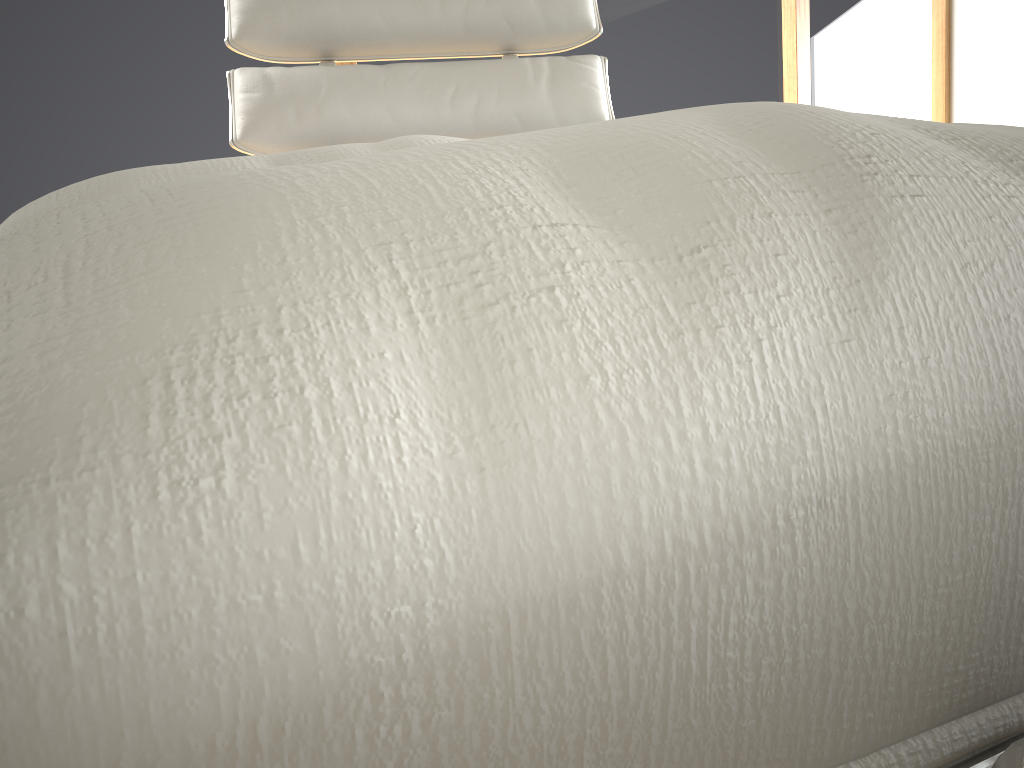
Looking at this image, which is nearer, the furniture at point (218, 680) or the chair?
the furniture at point (218, 680)

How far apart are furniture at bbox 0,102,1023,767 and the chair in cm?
104

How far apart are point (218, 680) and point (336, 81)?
1.3m

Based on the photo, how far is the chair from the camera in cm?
125

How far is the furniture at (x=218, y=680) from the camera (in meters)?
0.07

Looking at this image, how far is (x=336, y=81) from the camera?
1.25m

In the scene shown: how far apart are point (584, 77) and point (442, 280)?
1.3 meters

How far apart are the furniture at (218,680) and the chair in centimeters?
104cm

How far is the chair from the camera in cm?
125

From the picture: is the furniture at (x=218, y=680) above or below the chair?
below
